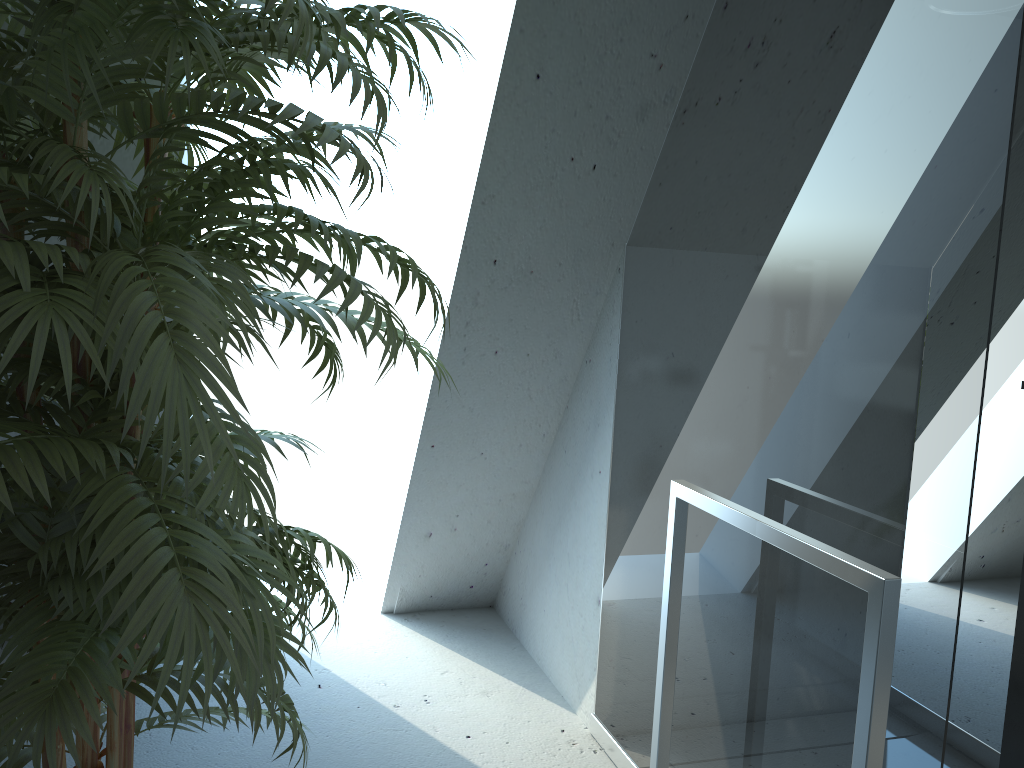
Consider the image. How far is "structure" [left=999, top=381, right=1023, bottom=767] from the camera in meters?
2.3 m

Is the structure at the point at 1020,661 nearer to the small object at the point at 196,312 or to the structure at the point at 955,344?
the structure at the point at 955,344

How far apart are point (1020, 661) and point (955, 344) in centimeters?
141cm

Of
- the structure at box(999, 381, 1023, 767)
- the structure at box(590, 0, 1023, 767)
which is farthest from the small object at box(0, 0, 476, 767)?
the structure at box(999, 381, 1023, 767)

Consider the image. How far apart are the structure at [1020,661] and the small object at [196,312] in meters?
1.8

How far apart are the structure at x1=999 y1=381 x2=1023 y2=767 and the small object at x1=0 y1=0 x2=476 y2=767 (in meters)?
1.80

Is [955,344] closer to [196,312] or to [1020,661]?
[196,312]

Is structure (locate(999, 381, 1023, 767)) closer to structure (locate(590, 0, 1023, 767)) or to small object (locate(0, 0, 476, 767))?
structure (locate(590, 0, 1023, 767))

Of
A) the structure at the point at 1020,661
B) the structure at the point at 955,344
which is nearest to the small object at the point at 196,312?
the structure at the point at 955,344

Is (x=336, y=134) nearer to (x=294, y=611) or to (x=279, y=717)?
(x=279, y=717)
